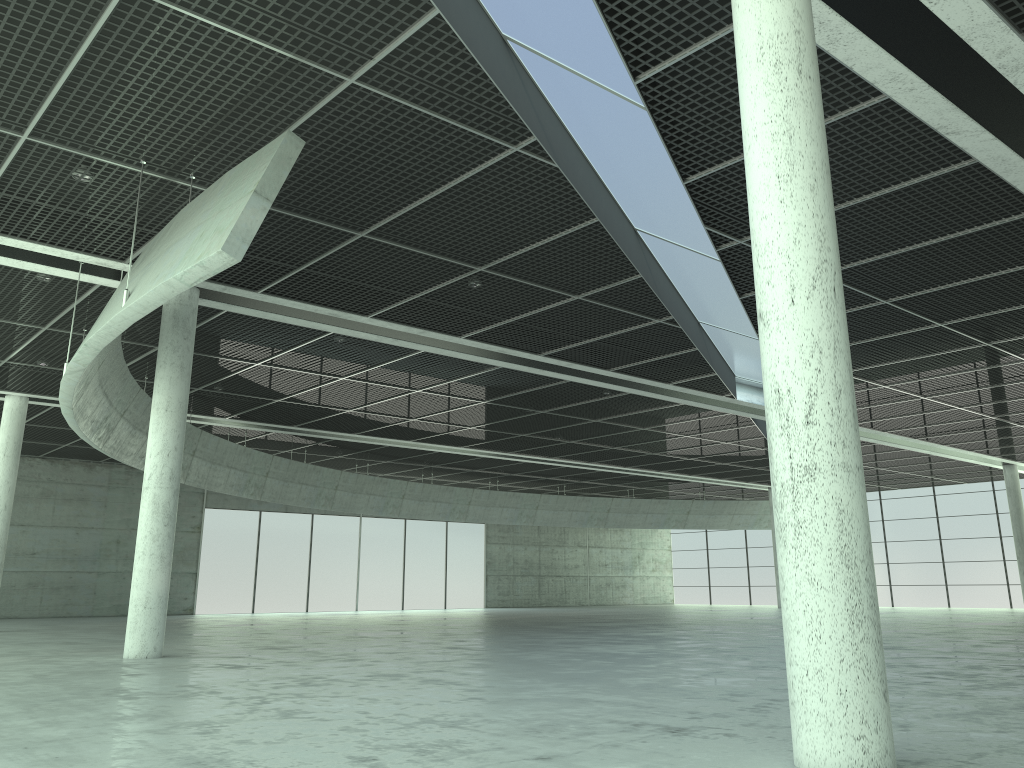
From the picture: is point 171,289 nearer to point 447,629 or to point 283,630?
point 283,630
